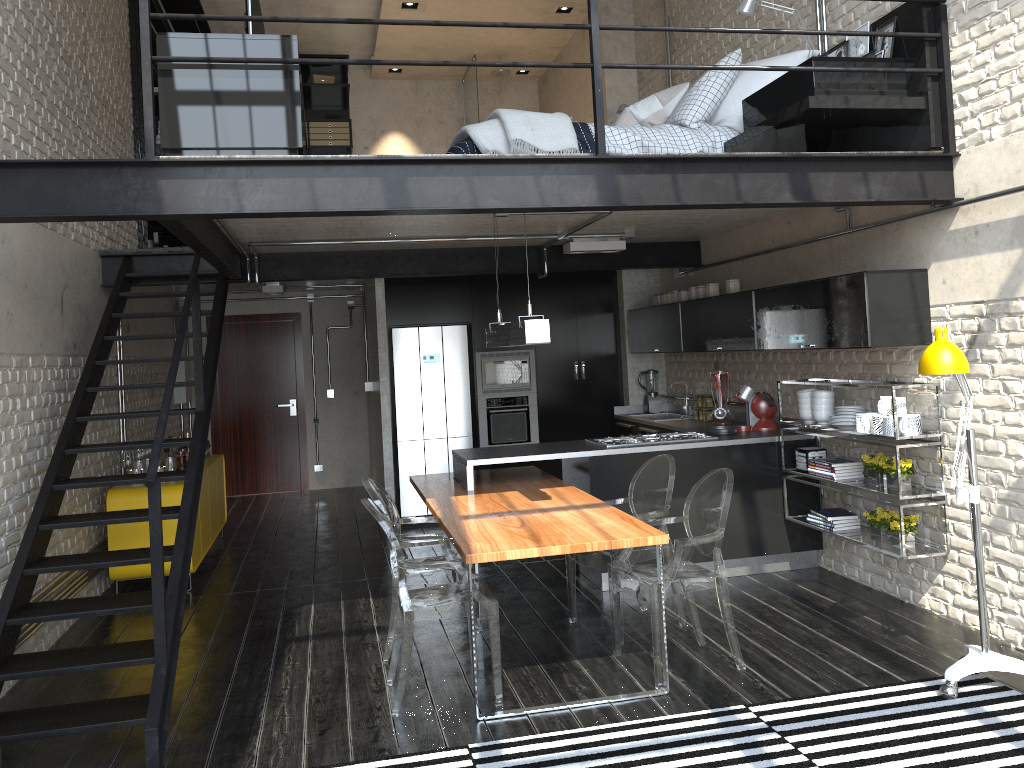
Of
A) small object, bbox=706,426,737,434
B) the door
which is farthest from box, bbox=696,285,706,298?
the door

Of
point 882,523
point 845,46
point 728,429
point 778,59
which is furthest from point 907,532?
point 778,59

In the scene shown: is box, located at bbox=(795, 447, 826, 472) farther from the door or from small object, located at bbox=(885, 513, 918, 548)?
the door

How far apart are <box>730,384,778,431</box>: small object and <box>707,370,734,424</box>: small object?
0.55m

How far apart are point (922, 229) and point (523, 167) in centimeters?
234cm

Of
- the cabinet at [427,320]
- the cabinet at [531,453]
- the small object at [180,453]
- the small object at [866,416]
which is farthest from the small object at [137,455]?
the small object at [866,416]

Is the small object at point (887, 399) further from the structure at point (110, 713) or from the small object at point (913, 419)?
the structure at point (110, 713)

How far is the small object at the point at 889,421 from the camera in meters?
4.9 m

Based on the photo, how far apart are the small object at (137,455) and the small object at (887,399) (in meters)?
5.33

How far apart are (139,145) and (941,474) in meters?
7.2
